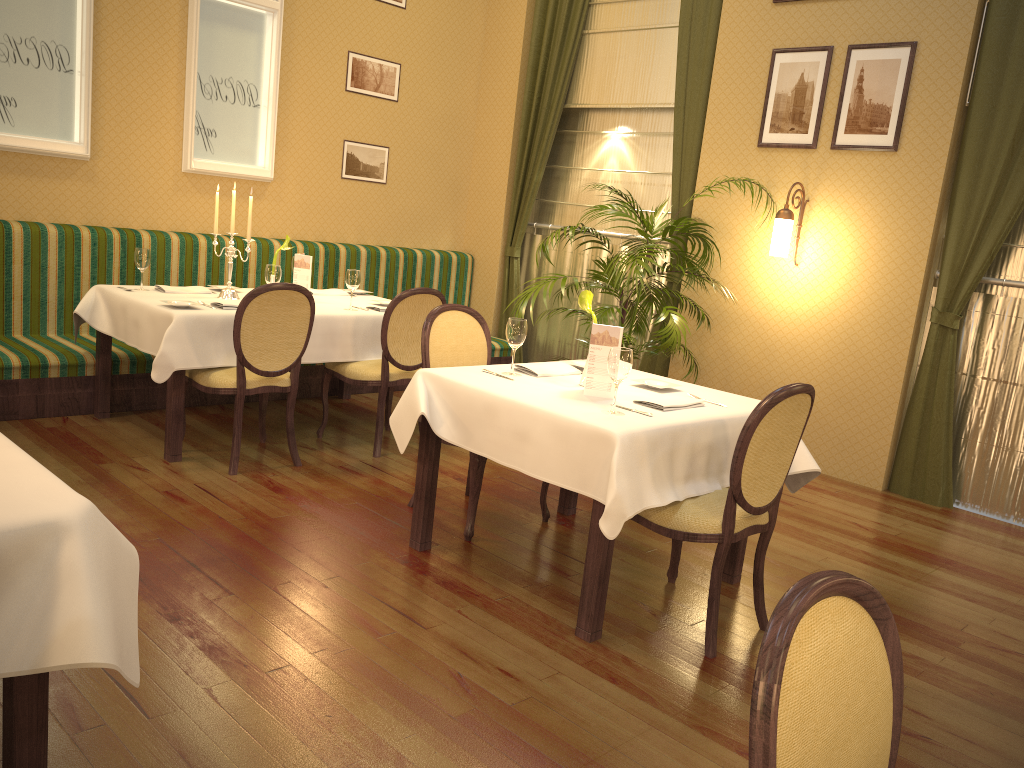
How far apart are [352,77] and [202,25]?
1.2m

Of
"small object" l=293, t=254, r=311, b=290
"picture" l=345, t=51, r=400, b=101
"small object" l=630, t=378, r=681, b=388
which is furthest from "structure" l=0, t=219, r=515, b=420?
"small object" l=630, t=378, r=681, b=388

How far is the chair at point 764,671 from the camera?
1.07m

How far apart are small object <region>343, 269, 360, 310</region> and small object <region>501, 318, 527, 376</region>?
1.8m

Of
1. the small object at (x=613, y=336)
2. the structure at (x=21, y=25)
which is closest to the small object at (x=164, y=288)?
the structure at (x=21, y=25)

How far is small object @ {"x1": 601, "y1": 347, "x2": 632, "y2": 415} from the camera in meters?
3.0

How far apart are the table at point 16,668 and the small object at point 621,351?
1.7m

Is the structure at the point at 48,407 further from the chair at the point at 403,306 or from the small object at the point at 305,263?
the small object at the point at 305,263

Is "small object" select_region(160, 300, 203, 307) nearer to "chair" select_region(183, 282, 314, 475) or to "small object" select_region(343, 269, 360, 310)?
"chair" select_region(183, 282, 314, 475)

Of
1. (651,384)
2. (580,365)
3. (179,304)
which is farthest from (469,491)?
(179,304)
